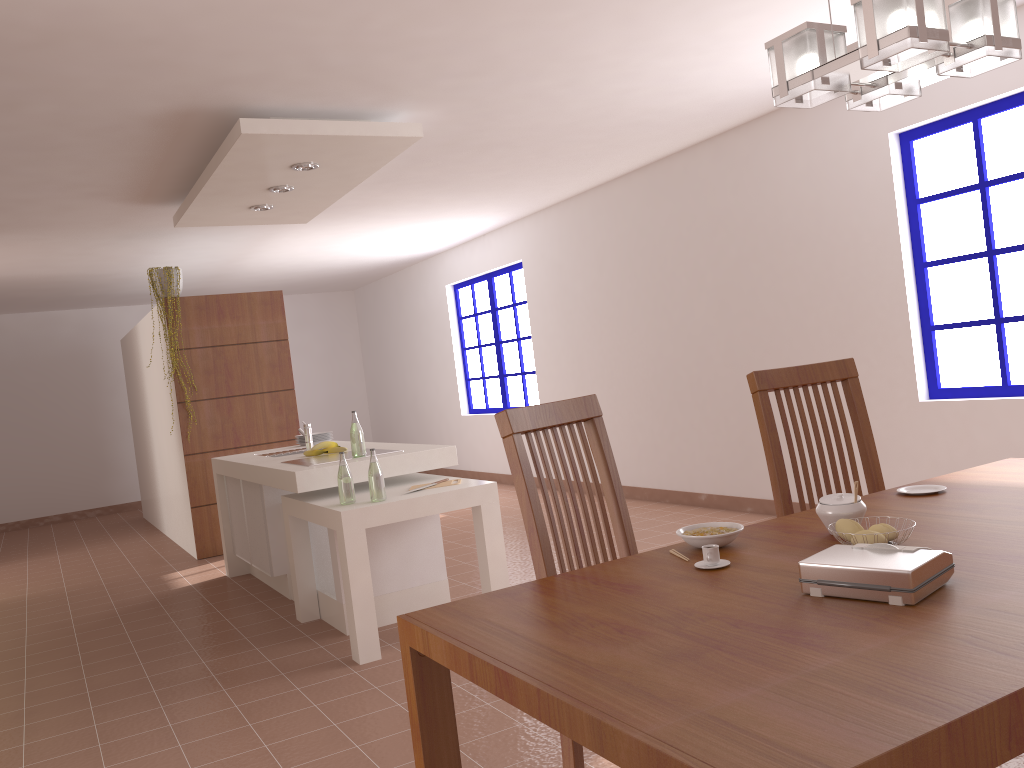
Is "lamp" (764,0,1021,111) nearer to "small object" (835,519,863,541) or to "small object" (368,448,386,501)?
"small object" (835,519,863,541)

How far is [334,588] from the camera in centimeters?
425cm

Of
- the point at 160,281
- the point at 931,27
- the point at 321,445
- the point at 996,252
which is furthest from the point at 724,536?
the point at 160,281

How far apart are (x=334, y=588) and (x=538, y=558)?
2.6m

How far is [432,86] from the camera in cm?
413

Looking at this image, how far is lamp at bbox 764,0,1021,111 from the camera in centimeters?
144cm

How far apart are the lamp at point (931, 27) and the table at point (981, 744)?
0.8 meters

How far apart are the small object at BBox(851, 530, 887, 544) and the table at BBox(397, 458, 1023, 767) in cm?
9

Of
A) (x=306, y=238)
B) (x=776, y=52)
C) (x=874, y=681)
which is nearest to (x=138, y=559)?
(x=306, y=238)

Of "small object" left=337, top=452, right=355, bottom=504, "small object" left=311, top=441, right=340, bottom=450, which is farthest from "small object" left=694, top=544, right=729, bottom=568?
"small object" left=311, top=441, right=340, bottom=450
